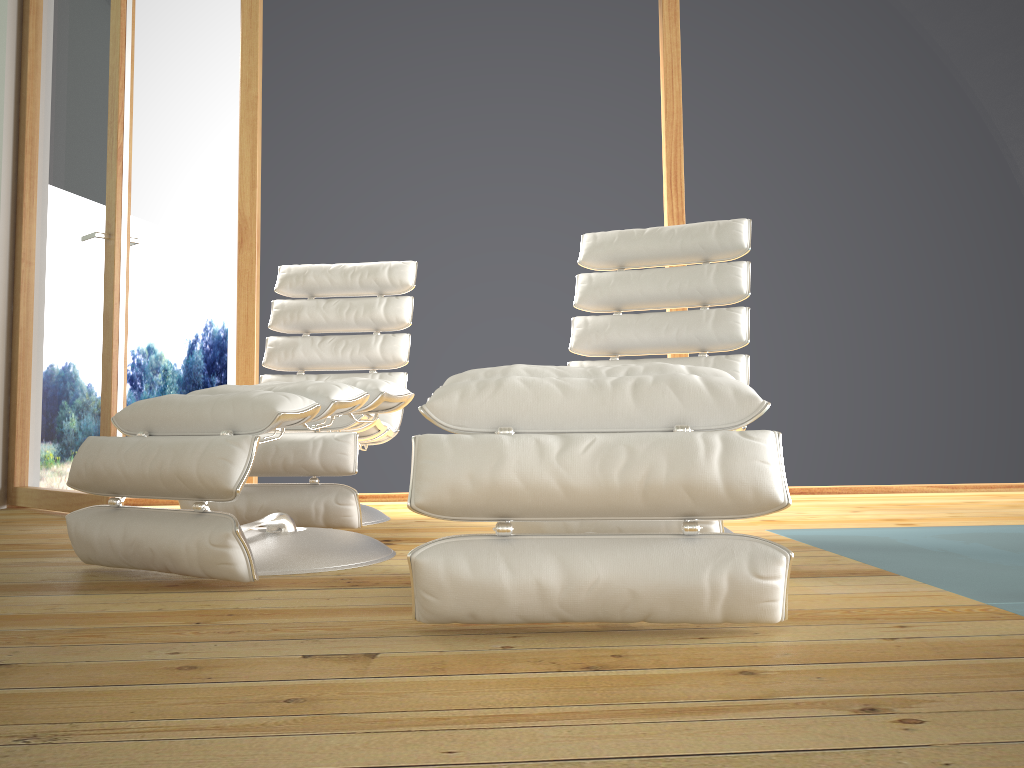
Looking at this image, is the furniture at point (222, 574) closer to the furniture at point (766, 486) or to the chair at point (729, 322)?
the chair at point (729, 322)

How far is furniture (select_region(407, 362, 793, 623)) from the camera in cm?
130

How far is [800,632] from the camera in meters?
1.3 m

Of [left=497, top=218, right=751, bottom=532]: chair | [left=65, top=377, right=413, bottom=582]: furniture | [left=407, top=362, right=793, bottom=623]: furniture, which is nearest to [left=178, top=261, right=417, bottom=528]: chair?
[left=65, top=377, right=413, bottom=582]: furniture

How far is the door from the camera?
3.2m

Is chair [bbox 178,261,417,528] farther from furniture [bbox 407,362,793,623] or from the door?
furniture [bbox 407,362,793,623]

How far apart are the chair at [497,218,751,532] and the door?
1.6 meters

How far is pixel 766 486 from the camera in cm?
130

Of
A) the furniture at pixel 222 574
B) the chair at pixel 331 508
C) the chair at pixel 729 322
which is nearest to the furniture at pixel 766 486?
the furniture at pixel 222 574

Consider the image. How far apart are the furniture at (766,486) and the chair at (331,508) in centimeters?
108cm
